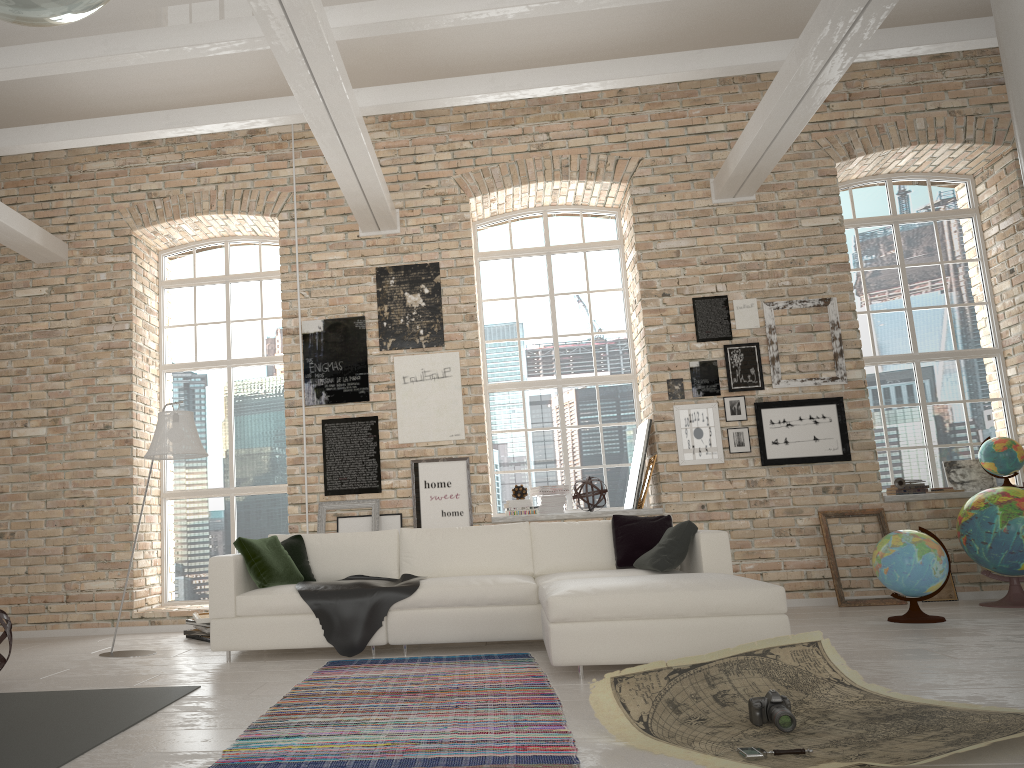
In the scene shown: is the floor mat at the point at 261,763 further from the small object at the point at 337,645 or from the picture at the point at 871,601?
the picture at the point at 871,601

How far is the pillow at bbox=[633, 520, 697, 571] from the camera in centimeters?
537cm

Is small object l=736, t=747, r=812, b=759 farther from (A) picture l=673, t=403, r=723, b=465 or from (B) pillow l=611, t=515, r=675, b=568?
(A) picture l=673, t=403, r=723, b=465

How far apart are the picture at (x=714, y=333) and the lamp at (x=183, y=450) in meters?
4.3

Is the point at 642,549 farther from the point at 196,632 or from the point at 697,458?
the point at 196,632

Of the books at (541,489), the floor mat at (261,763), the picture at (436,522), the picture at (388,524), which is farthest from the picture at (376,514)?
the floor mat at (261,763)

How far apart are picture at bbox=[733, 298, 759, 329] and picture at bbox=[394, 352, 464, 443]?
2.47m

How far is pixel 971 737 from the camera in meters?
2.7

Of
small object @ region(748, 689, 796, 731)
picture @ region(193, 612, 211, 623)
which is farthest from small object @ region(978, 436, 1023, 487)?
picture @ region(193, 612, 211, 623)

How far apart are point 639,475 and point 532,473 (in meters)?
1.12
